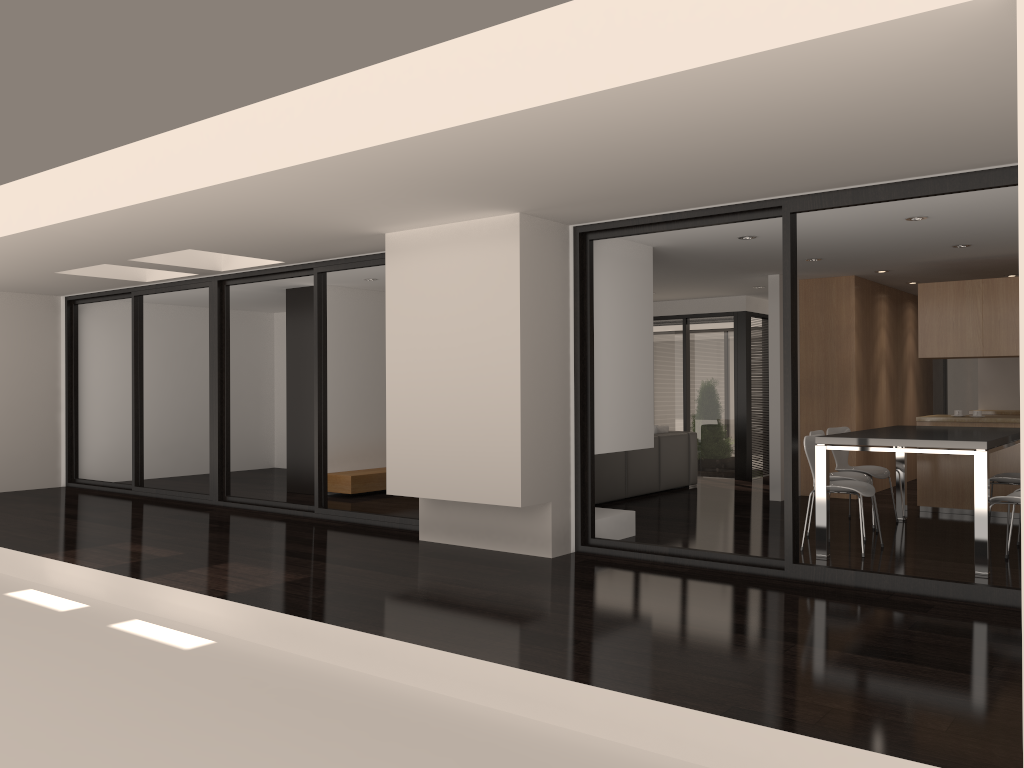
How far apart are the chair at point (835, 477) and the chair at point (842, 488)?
0.3 meters

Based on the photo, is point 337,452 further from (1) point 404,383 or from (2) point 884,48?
(2) point 884,48

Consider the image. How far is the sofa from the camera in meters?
9.2

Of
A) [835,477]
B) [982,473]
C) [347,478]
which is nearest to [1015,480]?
[835,477]

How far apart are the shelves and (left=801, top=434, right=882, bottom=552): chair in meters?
→ 5.1

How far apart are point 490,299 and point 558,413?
1.0m

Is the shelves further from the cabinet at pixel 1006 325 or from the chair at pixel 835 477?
the cabinet at pixel 1006 325

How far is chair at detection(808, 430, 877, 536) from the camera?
7.09m

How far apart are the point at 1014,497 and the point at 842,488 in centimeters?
A: 109cm

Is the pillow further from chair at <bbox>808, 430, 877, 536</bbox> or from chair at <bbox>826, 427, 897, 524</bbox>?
chair at <bbox>808, 430, 877, 536</bbox>
